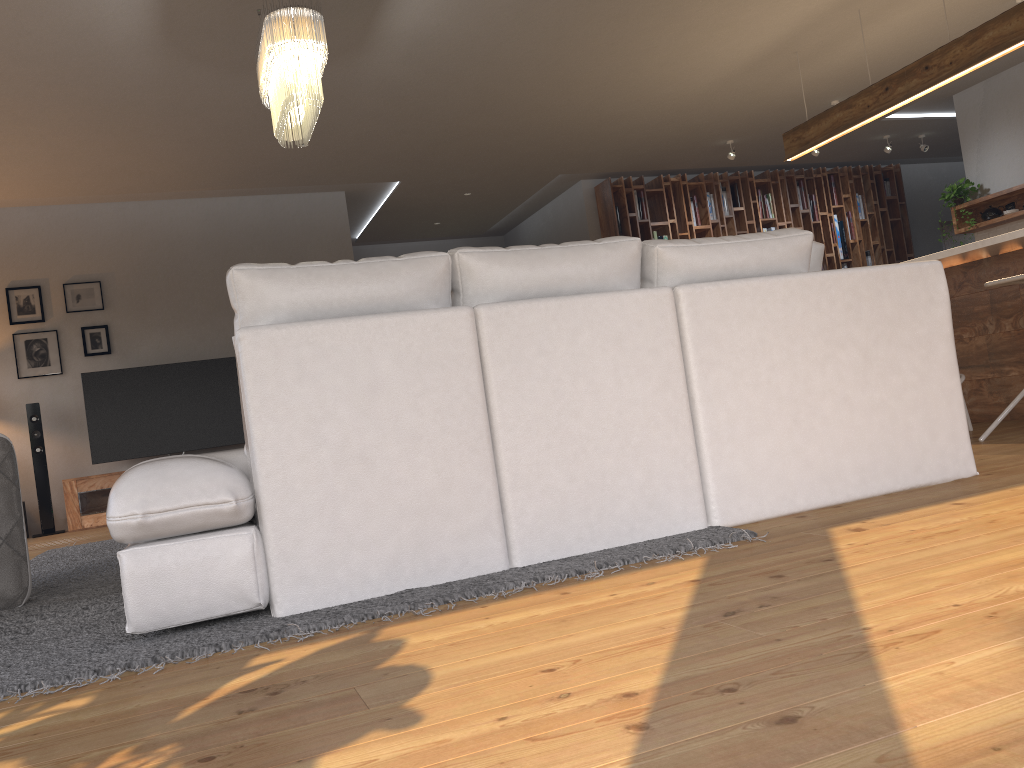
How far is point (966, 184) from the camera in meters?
8.0 m

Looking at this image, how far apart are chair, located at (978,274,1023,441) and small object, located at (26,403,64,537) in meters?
6.8

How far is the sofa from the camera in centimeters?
226cm

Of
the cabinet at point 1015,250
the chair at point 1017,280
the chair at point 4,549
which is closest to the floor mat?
the chair at point 4,549

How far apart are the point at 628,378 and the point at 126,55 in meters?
3.9

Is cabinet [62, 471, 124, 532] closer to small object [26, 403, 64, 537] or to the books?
small object [26, 403, 64, 537]

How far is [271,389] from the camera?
2.28m

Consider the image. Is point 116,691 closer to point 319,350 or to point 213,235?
point 319,350

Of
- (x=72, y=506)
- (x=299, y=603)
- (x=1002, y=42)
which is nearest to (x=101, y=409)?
(x=72, y=506)

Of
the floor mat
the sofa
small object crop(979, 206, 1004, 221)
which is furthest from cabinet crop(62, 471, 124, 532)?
small object crop(979, 206, 1004, 221)
